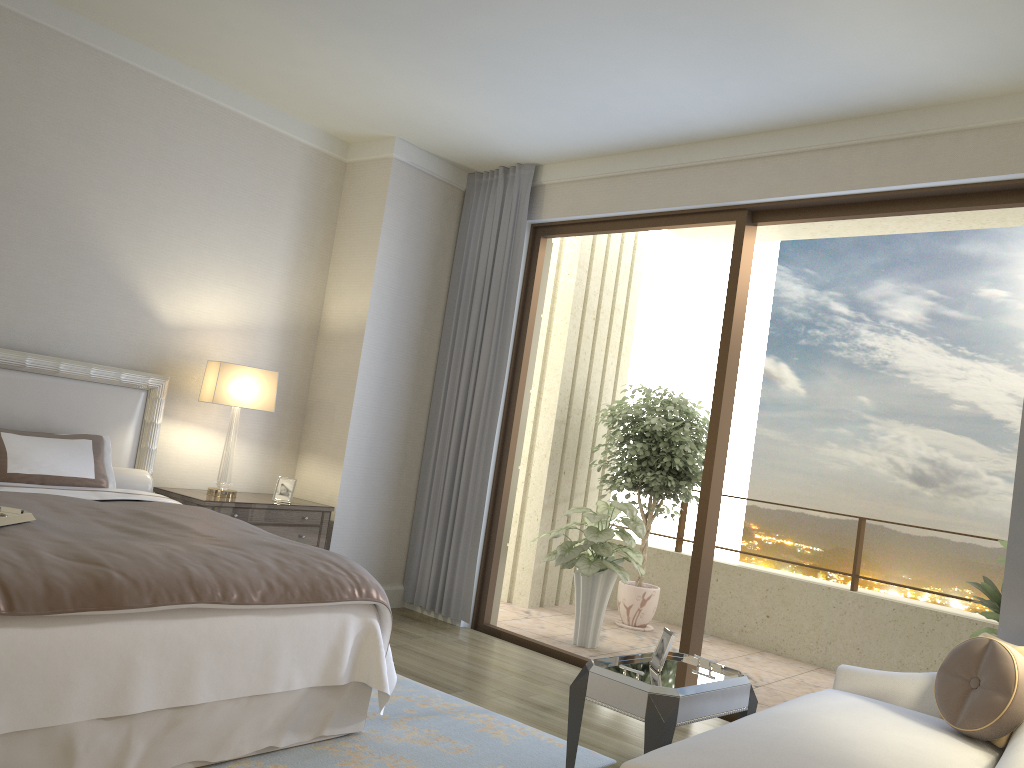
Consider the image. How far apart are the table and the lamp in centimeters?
272cm

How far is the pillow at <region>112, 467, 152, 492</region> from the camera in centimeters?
465cm

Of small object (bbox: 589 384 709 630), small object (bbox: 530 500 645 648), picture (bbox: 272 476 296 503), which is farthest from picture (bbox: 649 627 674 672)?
small object (bbox: 589 384 709 630)

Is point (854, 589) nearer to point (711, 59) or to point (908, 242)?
point (908, 242)

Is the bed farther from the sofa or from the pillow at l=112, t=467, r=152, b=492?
the sofa

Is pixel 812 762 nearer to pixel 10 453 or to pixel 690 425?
pixel 10 453

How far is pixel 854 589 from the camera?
6.54m

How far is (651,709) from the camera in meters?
3.0 m

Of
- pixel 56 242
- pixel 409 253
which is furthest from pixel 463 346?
pixel 56 242

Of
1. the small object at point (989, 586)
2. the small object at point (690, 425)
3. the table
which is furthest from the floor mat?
the small object at point (690, 425)
